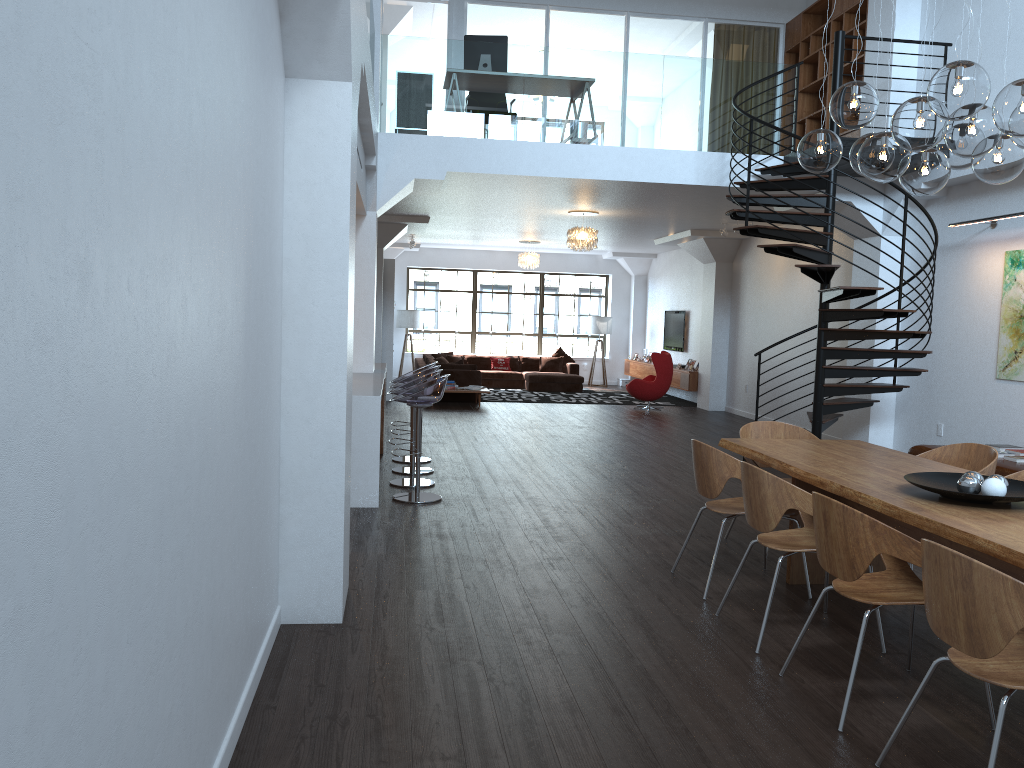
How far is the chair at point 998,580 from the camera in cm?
254

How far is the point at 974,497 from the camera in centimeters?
373cm

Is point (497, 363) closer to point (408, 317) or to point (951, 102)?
point (408, 317)

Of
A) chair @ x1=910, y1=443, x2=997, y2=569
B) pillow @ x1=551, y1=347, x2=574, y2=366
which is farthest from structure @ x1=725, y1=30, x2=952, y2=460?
pillow @ x1=551, y1=347, x2=574, y2=366

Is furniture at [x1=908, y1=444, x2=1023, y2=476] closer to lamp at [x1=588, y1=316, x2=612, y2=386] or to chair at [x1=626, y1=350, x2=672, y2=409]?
chair at [x1=626, y1=350, x2=672, y2=409]

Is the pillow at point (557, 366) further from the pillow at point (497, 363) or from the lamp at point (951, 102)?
the lamp at point (951, 102)

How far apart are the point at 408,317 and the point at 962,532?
16.68m

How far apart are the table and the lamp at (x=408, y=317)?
14.25m

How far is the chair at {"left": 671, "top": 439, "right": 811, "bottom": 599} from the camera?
4.8 meters

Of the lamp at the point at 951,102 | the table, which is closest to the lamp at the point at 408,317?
the table
